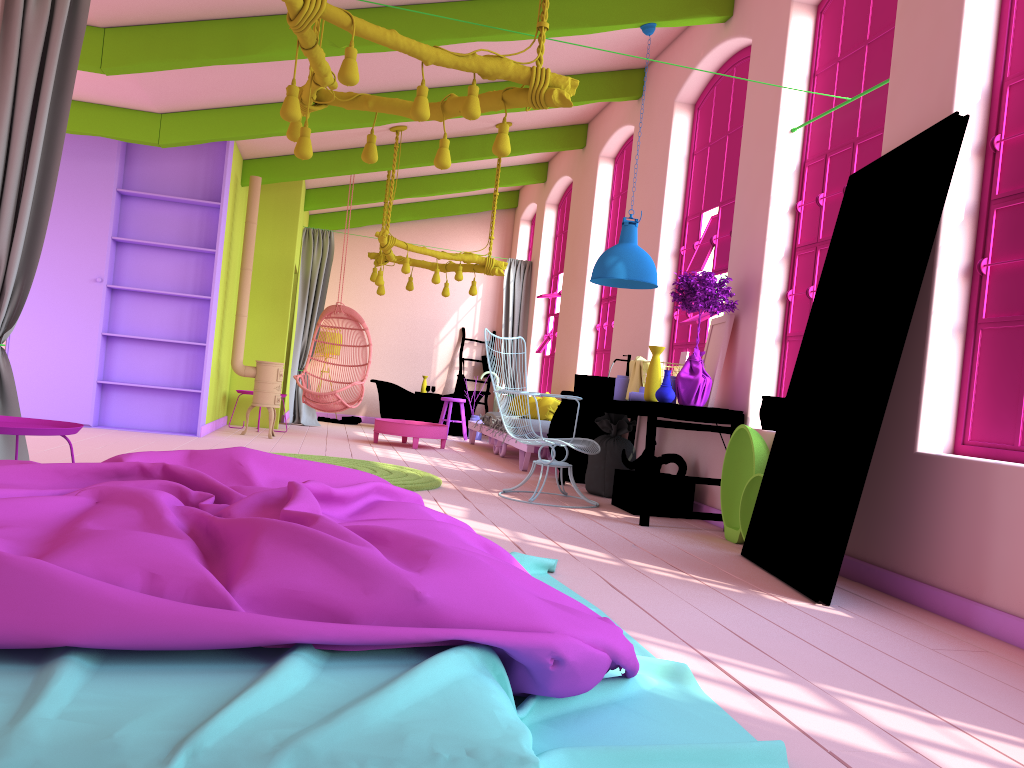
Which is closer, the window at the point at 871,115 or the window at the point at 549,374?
the window at the point at 871,115

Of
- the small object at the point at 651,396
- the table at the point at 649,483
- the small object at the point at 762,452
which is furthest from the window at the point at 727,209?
the small object at the point at 762,452

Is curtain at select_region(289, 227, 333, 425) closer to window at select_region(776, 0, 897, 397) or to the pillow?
the pillow

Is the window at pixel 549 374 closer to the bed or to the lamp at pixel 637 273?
the lamp at pixel 637 273

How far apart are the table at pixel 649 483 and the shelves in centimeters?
373cm

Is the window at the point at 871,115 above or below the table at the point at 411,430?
above

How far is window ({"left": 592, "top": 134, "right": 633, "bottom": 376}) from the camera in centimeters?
987cm

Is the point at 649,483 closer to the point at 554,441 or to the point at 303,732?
the point at 554,441

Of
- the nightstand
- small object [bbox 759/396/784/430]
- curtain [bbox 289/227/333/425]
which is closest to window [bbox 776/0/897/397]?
small object [bbox 759/396/784/430]

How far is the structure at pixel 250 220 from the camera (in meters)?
9.60
